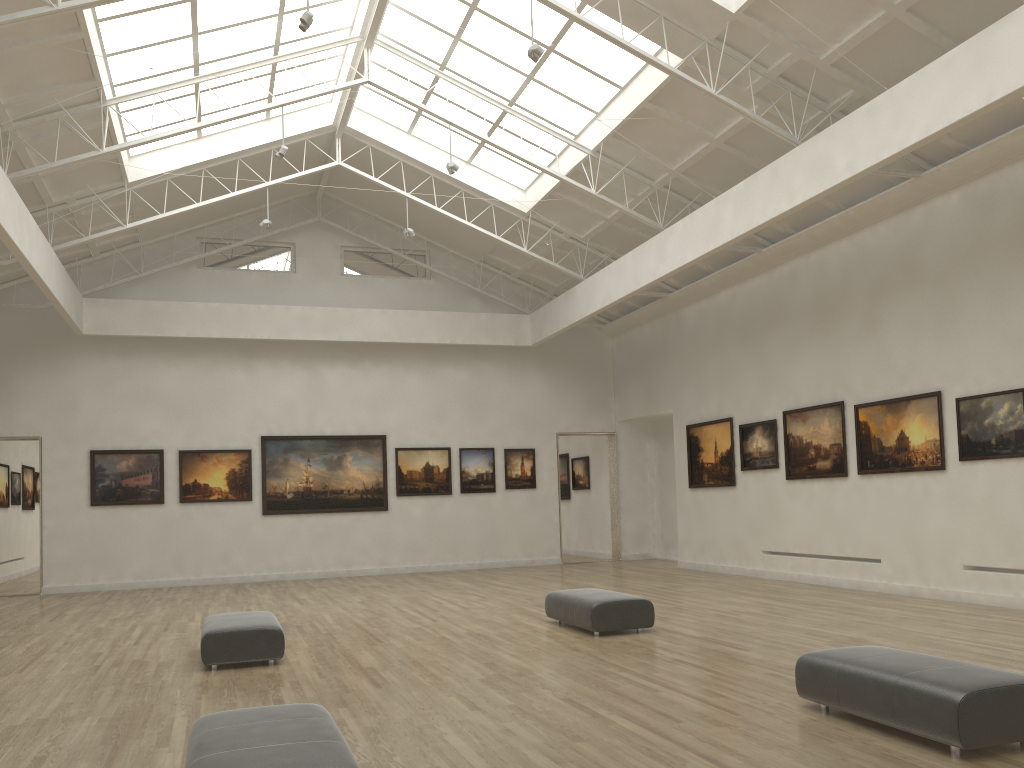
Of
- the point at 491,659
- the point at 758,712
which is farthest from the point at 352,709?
the point at 758,712
